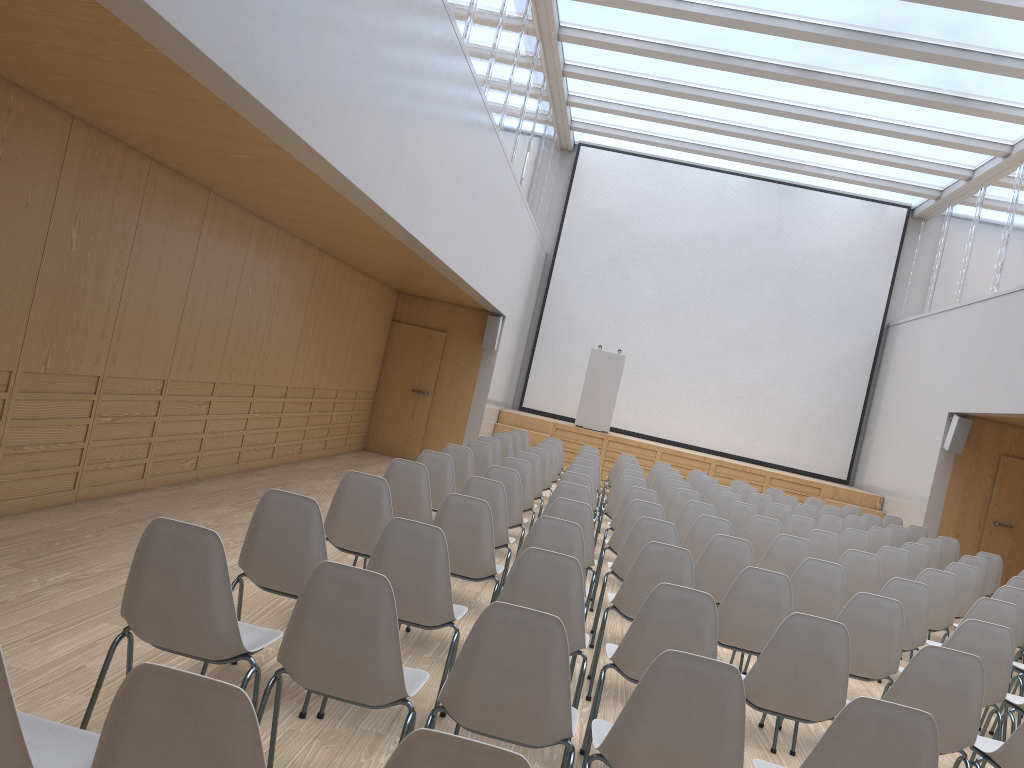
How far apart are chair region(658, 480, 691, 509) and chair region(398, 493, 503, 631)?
4.7m

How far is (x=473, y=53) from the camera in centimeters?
849cm

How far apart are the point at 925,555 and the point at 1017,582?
1.0 meters

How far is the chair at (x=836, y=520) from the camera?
9.2 meters

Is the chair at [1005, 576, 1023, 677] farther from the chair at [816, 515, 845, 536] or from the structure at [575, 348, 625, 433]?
the structure at [575, 348, 625, 433]

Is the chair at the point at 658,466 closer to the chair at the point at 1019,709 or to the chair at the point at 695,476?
the chair at the point at 695,476

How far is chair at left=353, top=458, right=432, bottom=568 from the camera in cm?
561

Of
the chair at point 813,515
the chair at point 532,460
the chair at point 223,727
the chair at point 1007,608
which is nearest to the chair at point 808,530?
the chair at point 813,515

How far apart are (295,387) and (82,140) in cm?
491

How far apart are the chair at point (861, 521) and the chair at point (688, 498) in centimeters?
276cm
